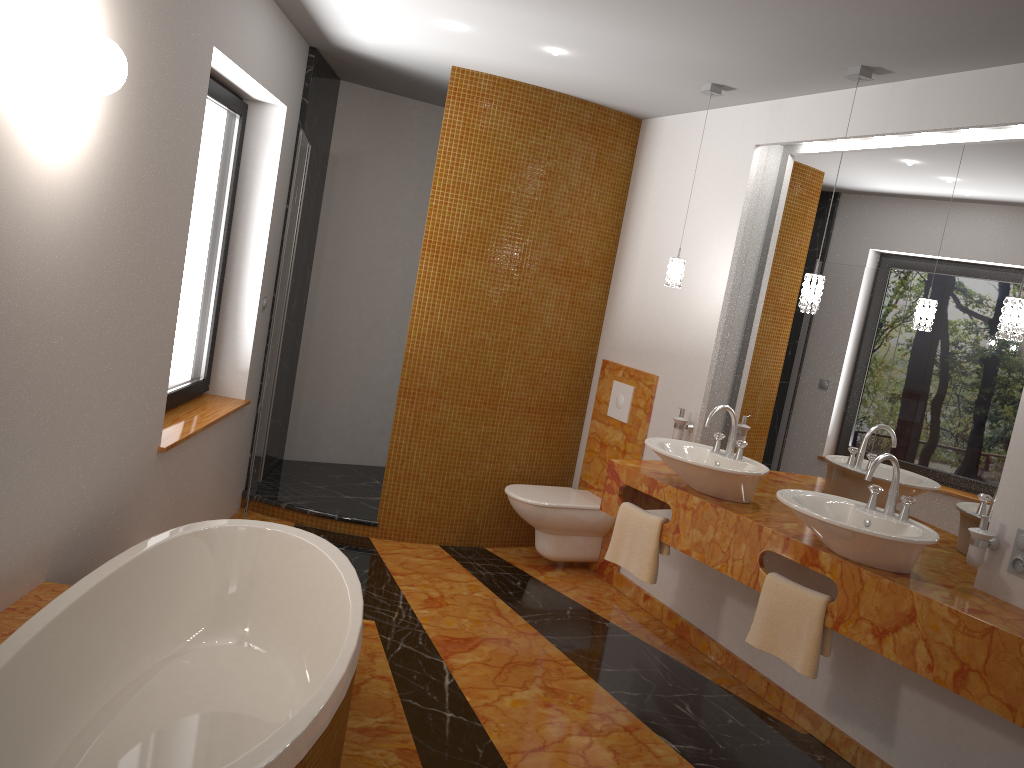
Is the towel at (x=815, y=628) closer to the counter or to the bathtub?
the counter

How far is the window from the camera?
3.9m

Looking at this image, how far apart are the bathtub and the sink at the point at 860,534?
1.4 meters

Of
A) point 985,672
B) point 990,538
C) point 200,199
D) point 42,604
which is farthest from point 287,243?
point 985,672

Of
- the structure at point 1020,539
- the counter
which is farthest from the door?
the structure at point 1020,539

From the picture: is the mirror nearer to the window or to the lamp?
the lamp

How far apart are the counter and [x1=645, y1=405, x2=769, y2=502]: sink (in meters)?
0.02

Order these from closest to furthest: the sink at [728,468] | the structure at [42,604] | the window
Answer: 1. the structure at [42,604]
2. the sink at [728,468]
3. the window

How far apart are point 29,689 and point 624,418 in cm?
323

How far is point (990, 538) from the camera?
2.8m
